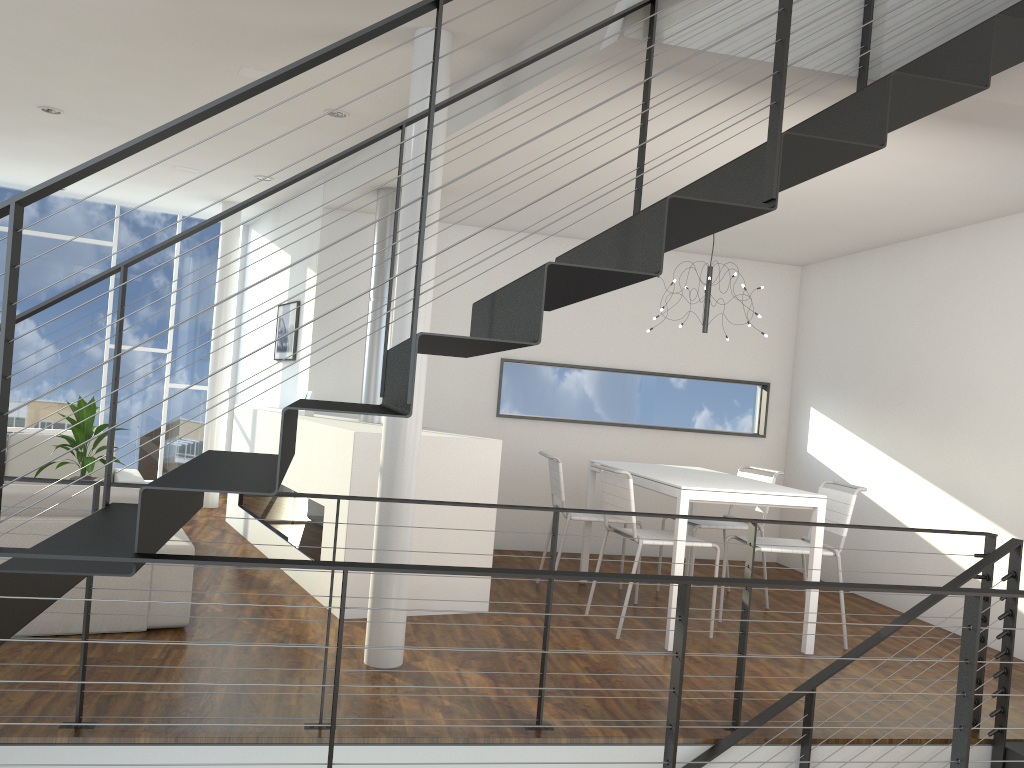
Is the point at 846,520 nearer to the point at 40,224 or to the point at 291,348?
the point at 291,348

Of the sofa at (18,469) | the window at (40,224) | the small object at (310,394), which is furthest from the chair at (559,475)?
the window at (40,224)

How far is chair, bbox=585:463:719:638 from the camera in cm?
405

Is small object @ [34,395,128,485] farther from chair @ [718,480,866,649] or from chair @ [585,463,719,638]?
chair @ [718,480,866,649]

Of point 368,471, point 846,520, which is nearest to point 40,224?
point 368,471

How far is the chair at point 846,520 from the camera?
4.2m

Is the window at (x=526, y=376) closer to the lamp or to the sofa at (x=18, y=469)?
the lamp

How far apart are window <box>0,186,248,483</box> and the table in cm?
409

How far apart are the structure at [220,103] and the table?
0.86m

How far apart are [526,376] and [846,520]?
2.6m
